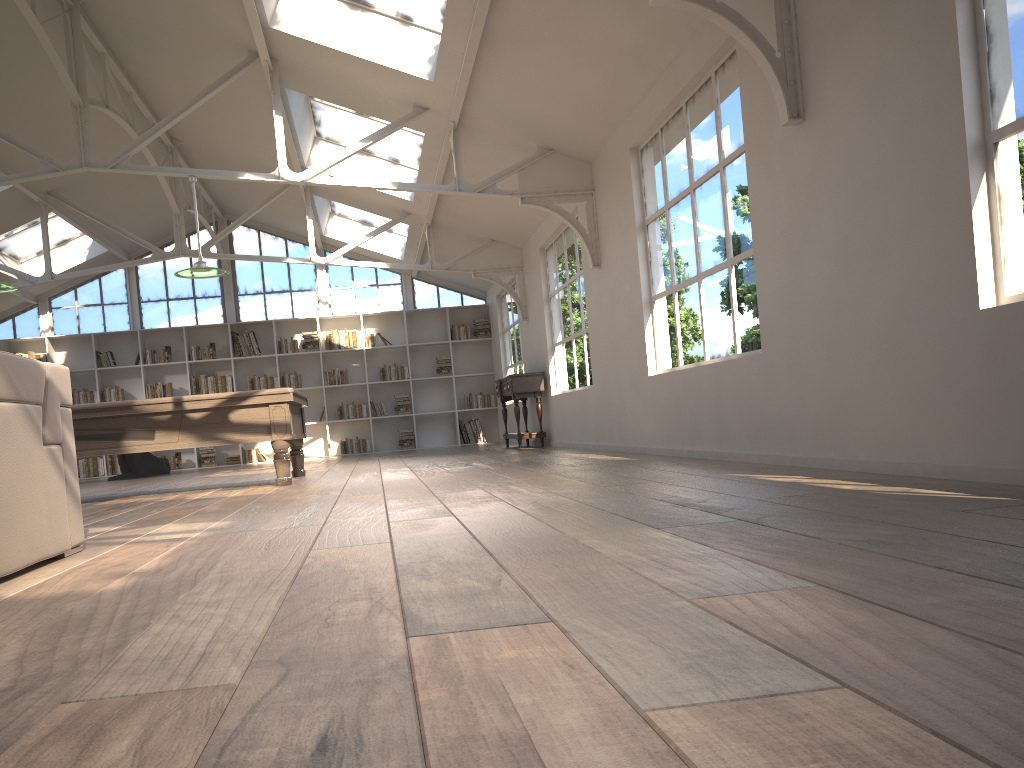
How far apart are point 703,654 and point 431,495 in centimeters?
339cm

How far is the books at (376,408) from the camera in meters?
14.6 m

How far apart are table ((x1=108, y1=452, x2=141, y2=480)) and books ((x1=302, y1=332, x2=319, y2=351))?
3.3 meters

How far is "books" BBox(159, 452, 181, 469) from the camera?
14.07m

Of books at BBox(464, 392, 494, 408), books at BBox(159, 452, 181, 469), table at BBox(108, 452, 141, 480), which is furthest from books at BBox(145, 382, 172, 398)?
books at BBox(464, 392, 494, 408)

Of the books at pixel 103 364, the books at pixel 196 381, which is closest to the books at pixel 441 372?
the books at pixel 196 381

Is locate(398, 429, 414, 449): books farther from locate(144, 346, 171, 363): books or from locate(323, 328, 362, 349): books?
locate(144, 346, 171, 363): books

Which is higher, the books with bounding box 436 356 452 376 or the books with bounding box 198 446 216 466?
the books with bounding box 436 356 452 376

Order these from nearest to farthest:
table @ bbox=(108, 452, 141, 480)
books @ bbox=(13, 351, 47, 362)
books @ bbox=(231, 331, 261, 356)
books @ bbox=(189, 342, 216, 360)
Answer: table @ bbox=(108, 452, 141, 480) < books @ bbox=(13, 351, 47, 362) < books @ bbox=(189, 342, 216, 360) < books @ bbox=(231, 331, 261, 356)

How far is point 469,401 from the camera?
14.8 meters
